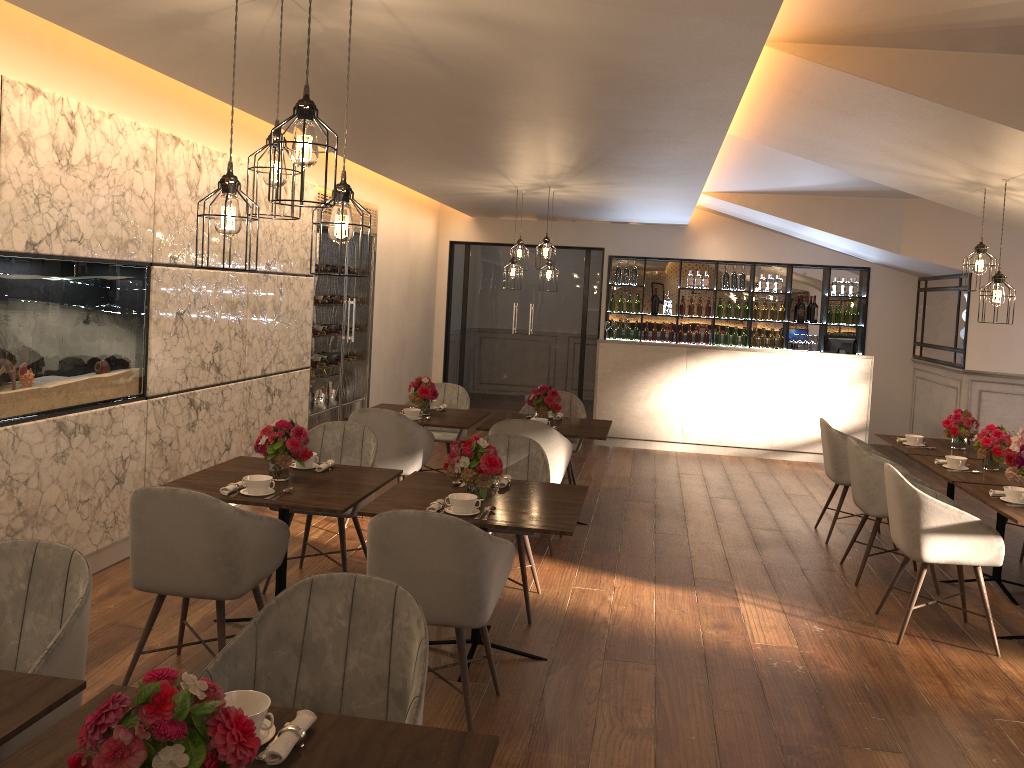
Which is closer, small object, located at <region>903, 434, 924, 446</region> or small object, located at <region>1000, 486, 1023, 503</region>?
small object, located at <region>1000, 486, 1023, 503</region>

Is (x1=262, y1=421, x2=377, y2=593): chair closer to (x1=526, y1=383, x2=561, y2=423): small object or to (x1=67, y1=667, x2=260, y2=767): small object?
(x1=526, y1=383, x2=561, y2=423): small object

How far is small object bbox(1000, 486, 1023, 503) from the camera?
4.5 meters

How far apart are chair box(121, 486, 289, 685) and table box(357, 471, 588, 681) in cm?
32

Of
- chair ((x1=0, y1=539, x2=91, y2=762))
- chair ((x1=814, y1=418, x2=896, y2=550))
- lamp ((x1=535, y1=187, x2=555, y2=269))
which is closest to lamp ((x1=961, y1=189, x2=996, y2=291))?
chair ((x1=814, y1=418, x2=896, y2=550))

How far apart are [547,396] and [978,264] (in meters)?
2.91

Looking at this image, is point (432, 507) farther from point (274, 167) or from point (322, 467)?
point (274, 167)

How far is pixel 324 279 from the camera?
7.9m

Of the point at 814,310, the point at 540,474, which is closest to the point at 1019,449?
the point at 540,474

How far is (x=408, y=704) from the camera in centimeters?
233cm
